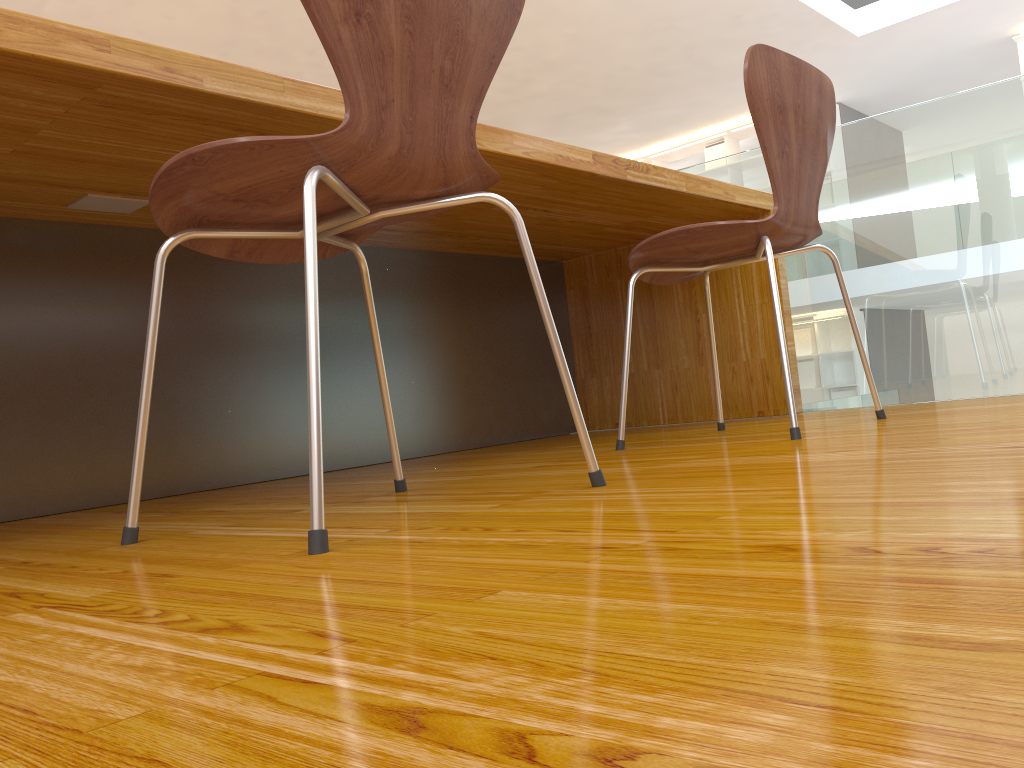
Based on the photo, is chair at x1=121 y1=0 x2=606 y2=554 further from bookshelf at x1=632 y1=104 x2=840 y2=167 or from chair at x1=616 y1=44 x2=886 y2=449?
bookshelf at x1=632 y1=104 x2=840 y2=167

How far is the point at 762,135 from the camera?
1.6m

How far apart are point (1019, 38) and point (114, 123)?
8.1m

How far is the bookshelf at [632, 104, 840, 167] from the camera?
9.2 meters

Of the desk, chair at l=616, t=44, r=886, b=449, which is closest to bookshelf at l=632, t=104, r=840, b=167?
the desk

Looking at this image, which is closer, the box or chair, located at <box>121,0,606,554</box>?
chair, located at <box>121,0,606,554</box>

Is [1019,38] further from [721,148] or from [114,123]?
[114,123]

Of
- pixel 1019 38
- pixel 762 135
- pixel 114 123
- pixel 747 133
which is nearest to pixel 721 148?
pixel 747 133

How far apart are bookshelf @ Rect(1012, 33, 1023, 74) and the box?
2.8m

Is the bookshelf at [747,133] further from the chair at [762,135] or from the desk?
the chair at [762,135]
